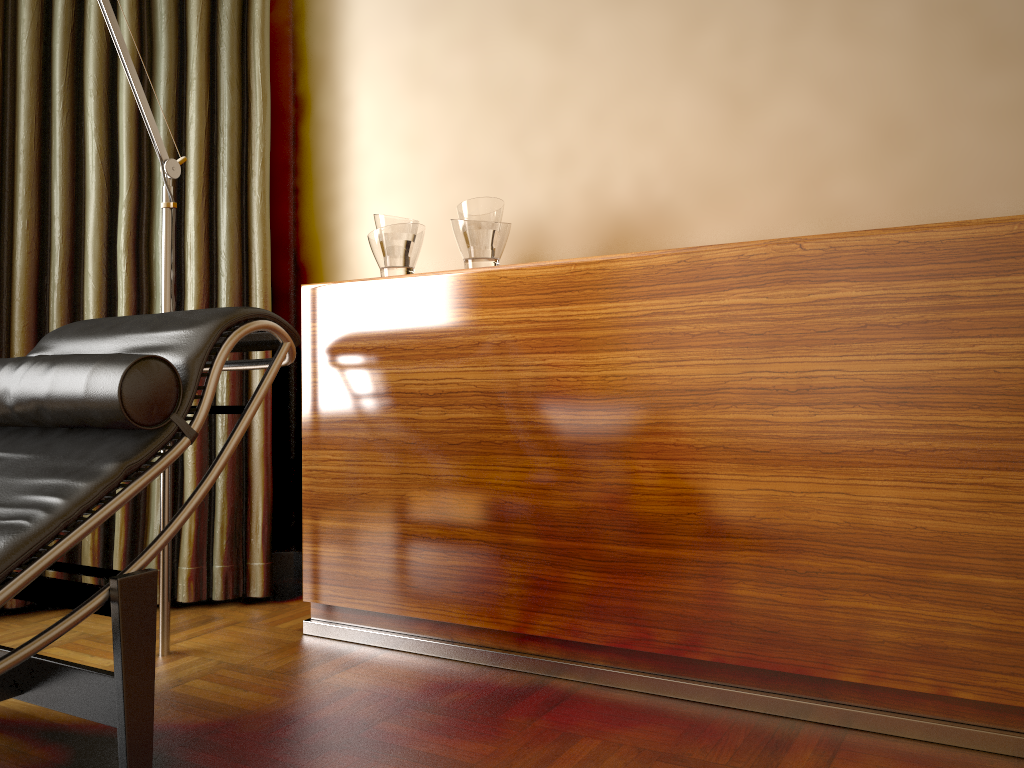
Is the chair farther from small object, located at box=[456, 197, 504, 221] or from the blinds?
the blinds

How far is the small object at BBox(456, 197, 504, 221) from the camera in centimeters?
215cm

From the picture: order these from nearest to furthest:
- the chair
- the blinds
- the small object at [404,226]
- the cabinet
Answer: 1. the chair
2. the cabinet
3. the small object at [404,226]
4. the blinds

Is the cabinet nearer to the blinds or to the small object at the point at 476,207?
the small object at the point at 476,207

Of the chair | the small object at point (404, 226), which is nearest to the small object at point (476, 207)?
the small object at point (404, 226)

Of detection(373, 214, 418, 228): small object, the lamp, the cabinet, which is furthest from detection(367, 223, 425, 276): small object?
the lamp

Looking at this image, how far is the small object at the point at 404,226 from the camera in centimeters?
228cm

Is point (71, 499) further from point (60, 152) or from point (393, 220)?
point (60, 152)

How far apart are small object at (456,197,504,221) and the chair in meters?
0.6 m

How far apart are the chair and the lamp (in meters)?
0.26
